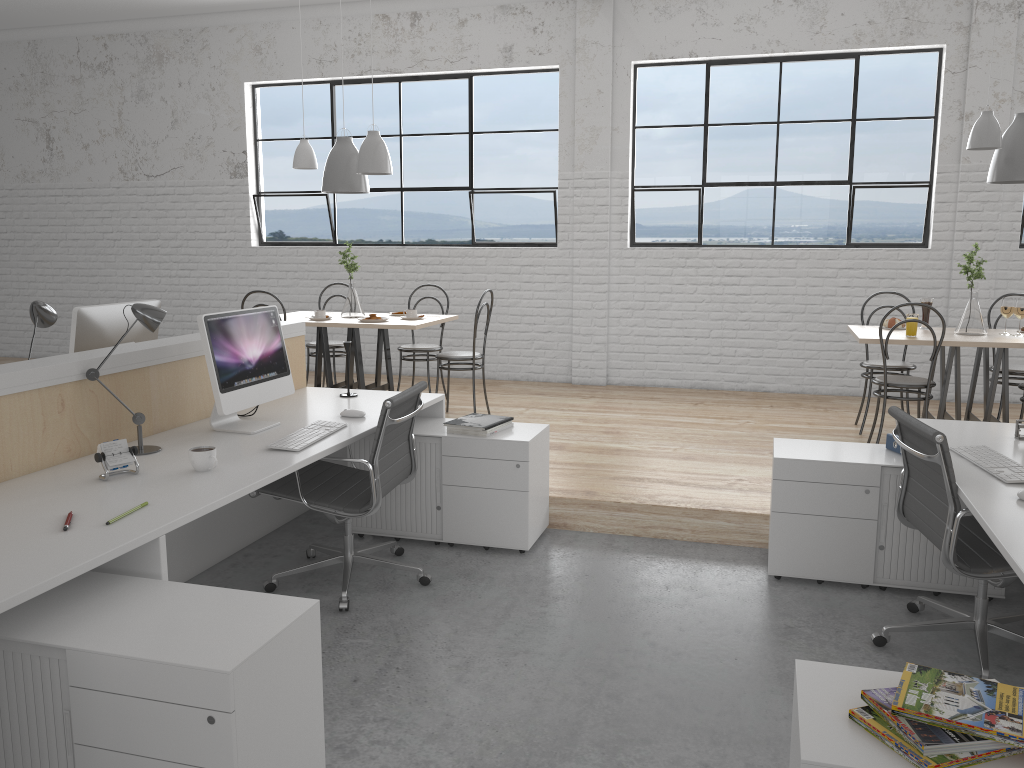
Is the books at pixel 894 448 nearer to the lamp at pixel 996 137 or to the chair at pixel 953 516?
the chair at pixel 953 516

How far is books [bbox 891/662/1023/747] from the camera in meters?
1.2

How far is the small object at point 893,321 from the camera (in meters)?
4.27

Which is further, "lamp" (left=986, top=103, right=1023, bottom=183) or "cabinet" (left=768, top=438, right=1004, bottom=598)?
"lamp" (left=986, top=103, right=1023, bottom=183)

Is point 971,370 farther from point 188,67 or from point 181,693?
point 188,67

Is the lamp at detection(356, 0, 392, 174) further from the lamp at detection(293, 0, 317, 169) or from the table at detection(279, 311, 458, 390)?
the table at detection(279, 311, 458, 390)

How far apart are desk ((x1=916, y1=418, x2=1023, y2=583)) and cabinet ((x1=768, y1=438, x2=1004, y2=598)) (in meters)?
0.16

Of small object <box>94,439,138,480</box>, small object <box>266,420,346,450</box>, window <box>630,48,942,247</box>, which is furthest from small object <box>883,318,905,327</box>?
small object <box>94,439,138,480</box>

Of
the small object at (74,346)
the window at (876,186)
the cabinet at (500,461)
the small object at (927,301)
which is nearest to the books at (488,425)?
the cabinet at (500,461)

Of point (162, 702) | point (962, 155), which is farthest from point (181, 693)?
point (962, 155)
